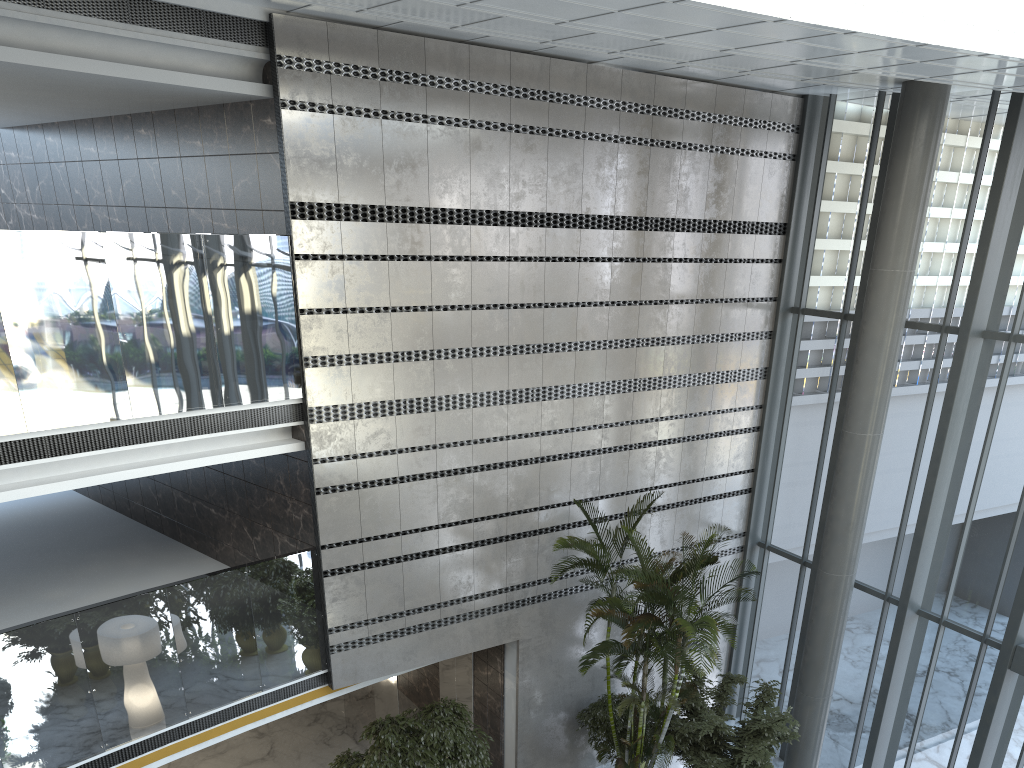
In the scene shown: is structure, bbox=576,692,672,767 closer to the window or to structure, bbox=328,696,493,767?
structure, bbox=328,696,493,767

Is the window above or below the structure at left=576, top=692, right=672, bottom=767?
above

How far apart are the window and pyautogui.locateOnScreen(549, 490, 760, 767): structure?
2.0m

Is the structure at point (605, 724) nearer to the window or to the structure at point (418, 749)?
the structure at point (418, 749)

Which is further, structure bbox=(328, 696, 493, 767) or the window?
the window

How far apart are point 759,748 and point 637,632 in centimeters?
210cm

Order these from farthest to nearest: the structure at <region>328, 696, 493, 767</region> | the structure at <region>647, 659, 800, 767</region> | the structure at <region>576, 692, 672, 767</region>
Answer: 1. the structure at <region>576, 692, 672, 767</region>
2. the structure at <region>647, 659, 800, 767</region>
3. the structure at <region>328, 696, 493, 767</region>

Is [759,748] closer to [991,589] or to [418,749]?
[991,589]

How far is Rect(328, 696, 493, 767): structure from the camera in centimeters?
908cm

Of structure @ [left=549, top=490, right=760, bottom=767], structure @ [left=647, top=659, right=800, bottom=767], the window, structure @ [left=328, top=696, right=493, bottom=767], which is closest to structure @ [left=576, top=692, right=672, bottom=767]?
structure @ [left=549, top=490, right=760, bottom=767]
